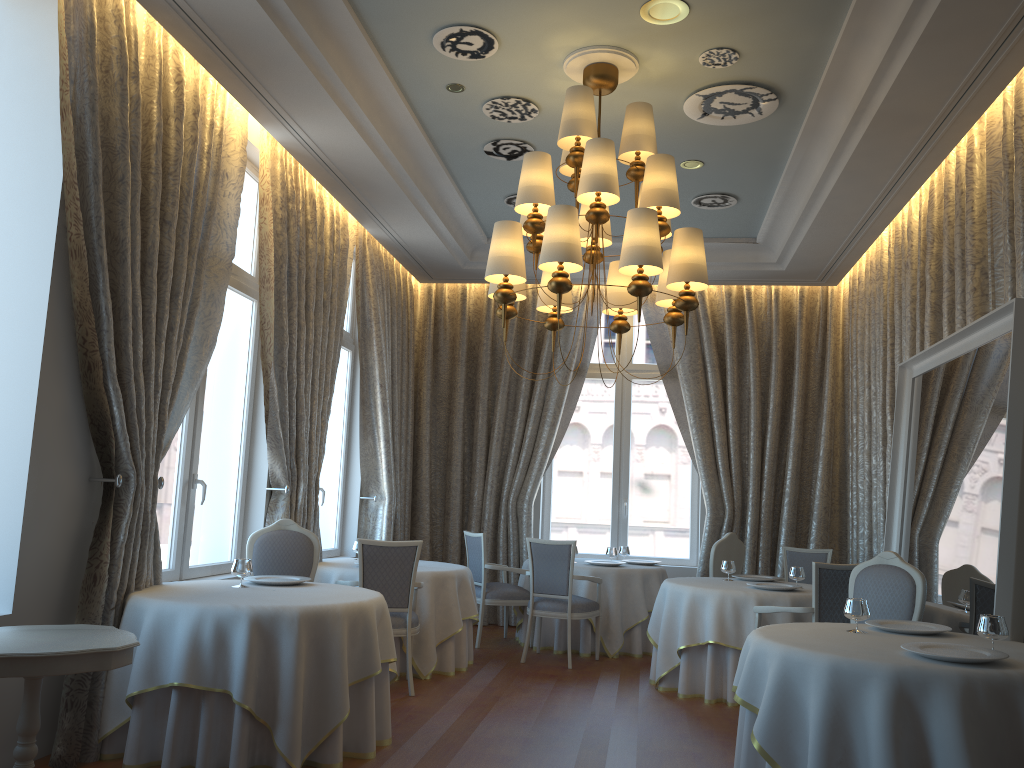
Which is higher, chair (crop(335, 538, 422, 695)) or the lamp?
the lamp

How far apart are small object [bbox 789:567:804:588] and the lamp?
2.6m

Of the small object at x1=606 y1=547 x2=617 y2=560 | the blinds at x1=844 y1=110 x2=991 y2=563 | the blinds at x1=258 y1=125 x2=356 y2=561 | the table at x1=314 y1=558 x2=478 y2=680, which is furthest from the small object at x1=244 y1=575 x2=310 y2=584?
the blinds at x1=844 y1=110 x2=991 y2=563

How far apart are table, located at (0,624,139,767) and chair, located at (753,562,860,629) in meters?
4.2

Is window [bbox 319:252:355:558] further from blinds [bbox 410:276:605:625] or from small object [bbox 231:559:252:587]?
small object [bbox 231:559:252:587]

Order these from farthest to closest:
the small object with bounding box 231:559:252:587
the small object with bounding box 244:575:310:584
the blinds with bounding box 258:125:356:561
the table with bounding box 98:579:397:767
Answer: the blinds with bounding box 258:125:356:561 < the small object with bounding box 244:575:310:584 < the small object with bounding box 231:559:252:587 < the table with bounding box 98:579:397:767

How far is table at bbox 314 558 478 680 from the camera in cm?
707

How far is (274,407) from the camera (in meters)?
6.94

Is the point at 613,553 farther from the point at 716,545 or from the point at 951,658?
the point at 951,658

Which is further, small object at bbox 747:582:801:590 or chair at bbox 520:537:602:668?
chair at bbox 520:537:602:668
